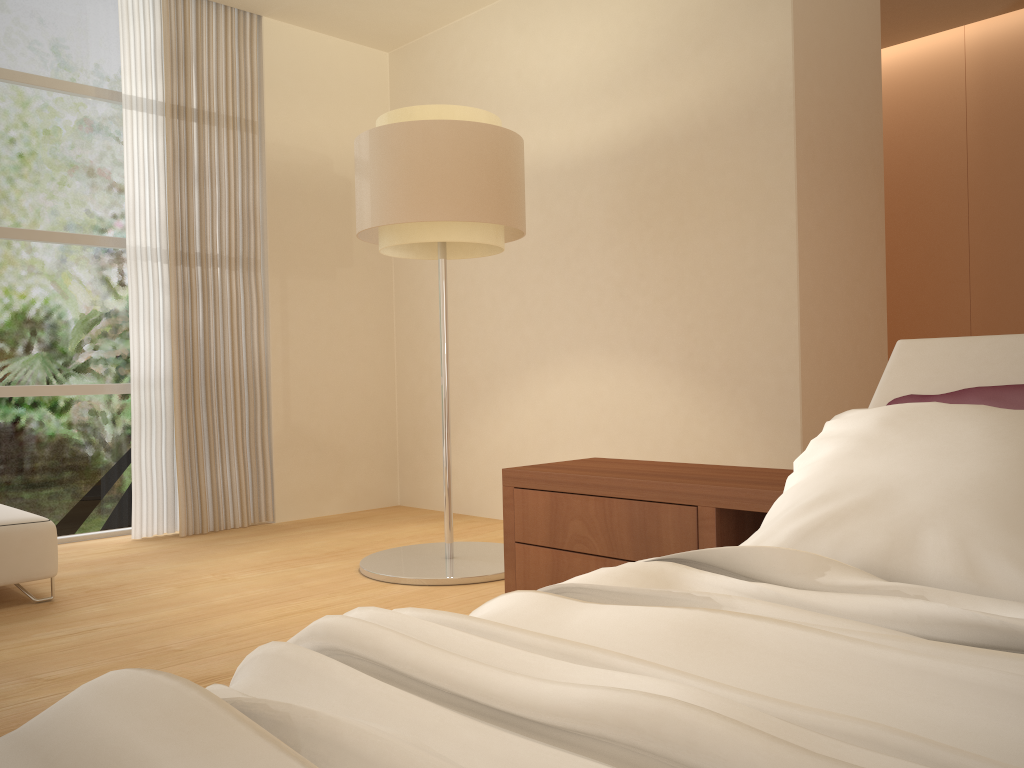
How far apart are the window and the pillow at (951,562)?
4.3 meters

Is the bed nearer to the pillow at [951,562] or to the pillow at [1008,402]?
the pillow at [951,562]

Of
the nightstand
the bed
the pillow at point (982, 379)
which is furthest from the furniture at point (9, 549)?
the pillow at point (982, 379)

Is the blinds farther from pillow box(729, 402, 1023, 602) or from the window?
pillow box(729, 402, 1023, 602)

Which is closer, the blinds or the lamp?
the lamp

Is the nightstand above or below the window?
below

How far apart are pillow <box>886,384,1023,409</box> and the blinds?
4.0 meters

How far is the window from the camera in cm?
476

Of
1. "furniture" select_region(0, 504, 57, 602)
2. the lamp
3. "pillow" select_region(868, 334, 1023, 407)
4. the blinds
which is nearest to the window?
the blinds

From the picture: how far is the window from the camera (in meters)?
4.76
